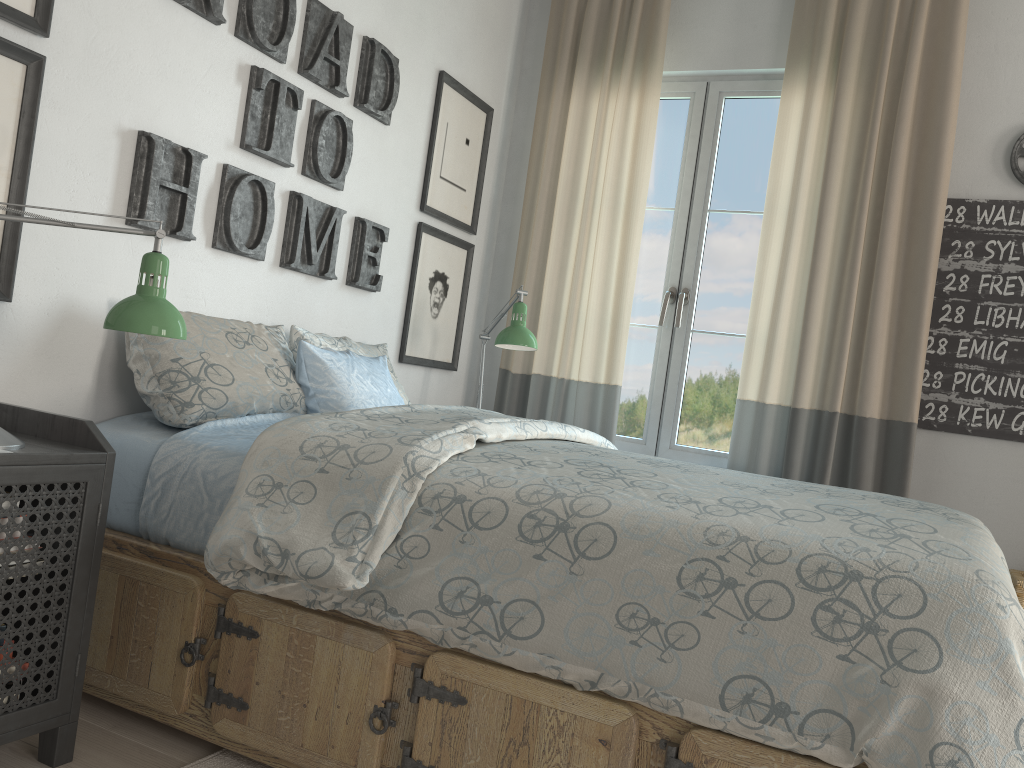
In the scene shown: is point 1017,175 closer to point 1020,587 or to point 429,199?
point 1020,587

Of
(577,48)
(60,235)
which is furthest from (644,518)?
(577,48)

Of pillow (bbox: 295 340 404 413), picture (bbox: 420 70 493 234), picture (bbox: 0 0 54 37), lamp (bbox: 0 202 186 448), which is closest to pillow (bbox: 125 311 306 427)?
pillow (bbox: 295 340 404 413)

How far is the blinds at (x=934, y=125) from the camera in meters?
3.0

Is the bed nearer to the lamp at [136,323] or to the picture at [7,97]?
the lamp at [136,323]

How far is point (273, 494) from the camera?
1.63m

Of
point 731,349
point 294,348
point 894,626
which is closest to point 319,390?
point 294,348

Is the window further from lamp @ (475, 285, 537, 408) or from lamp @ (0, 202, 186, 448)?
lamp @ (0, 202, 186, 448)

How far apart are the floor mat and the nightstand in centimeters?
23cm

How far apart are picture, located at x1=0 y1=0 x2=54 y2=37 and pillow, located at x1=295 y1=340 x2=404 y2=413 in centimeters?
89cm
